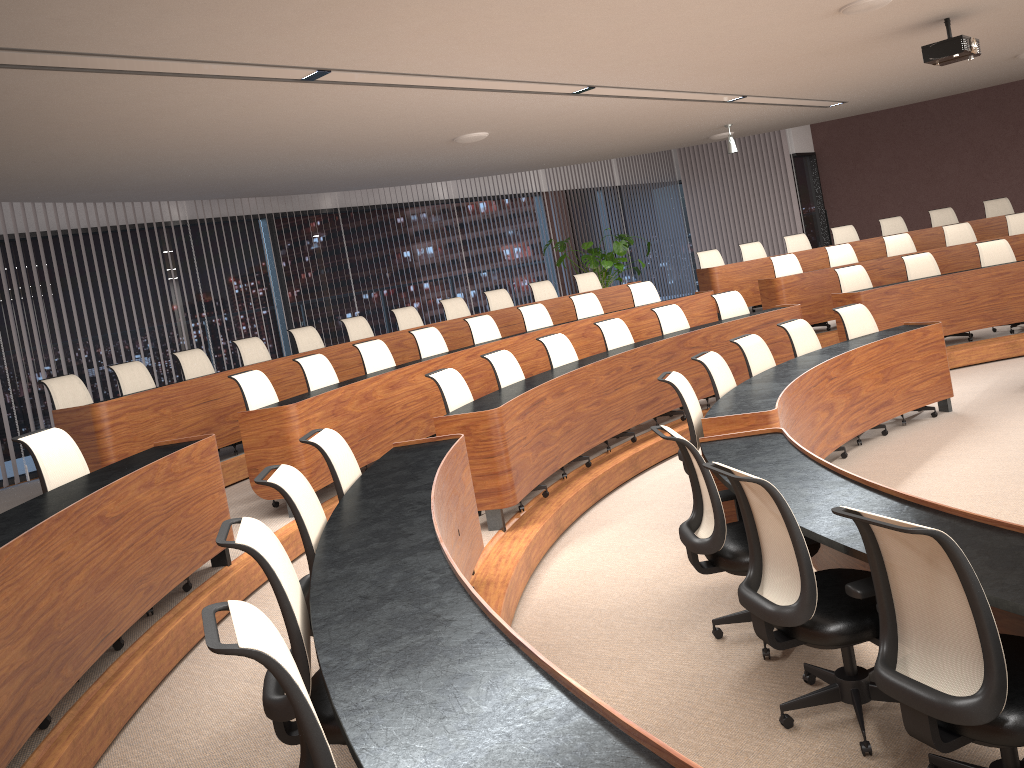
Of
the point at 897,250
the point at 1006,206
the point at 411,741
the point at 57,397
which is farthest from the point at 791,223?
the point at 411,741

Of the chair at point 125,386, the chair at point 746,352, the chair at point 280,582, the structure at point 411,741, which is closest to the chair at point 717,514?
the structure at point 411,741

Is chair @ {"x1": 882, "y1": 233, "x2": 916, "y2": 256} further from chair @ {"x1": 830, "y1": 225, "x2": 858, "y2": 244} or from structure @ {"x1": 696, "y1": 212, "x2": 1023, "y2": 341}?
chair @ {"x1": 830, "y1": 225, "x2": 858, "y2": 244}

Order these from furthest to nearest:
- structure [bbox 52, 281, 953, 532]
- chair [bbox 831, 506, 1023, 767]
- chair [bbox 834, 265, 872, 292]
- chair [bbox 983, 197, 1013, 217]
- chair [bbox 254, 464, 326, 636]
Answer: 1. chair [bbox 983, 197, 1013, 217]
2. chair [bbox 834, 265, 872, 292]
3. structure [bbox 52, 281, 953, 532]
4. chair [bbox 254, 464, 326, 636]
5. chair [bbox 831, 506, 1023, 767]

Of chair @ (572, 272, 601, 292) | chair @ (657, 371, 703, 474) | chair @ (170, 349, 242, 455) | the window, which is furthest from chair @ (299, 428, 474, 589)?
chair @ (572, 272, 601, 292)

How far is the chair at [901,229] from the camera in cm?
1213

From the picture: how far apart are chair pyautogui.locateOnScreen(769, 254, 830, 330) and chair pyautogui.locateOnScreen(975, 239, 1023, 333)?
2.0 meters

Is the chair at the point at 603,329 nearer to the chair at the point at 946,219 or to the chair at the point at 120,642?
the chair at the point at 120,642

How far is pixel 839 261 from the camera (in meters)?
10.69

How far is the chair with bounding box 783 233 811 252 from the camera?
12.1m
